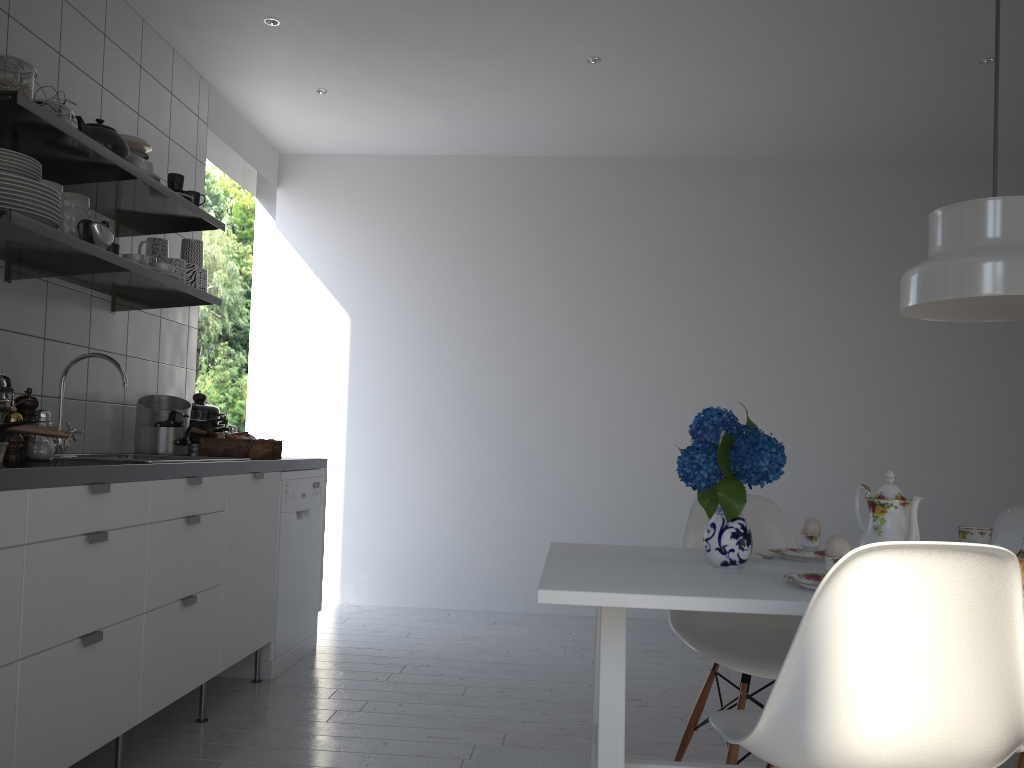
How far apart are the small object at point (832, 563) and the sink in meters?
2.4 m

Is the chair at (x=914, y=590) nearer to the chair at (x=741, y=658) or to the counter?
the chair at (x=741, y=658)

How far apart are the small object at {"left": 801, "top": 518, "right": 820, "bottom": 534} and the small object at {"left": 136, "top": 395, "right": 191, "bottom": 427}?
2.19m

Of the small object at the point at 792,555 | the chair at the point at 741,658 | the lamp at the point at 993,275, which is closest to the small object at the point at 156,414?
the chair at the point at 741,658

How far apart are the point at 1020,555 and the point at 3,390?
2.4 meters

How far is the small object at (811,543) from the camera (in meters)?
2.17

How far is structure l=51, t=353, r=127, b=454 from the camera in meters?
2.9

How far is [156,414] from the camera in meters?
3.4

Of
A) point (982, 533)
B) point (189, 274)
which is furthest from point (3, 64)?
point (982, 533)

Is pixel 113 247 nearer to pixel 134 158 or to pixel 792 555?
pixel 134 158
